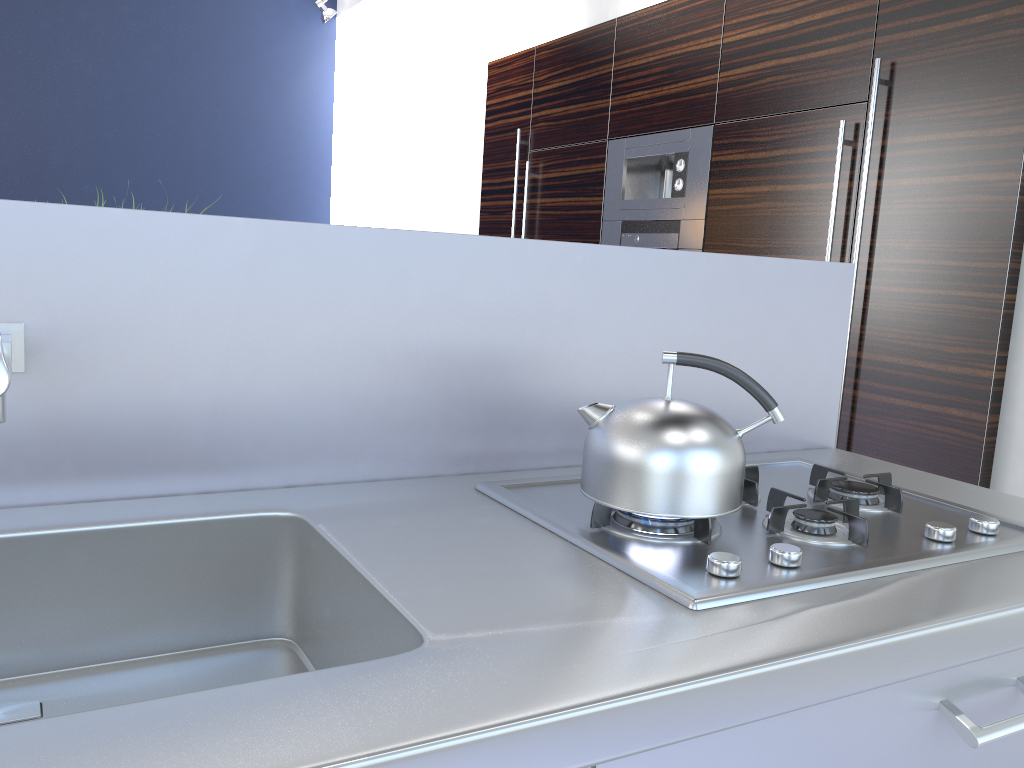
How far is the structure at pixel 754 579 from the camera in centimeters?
103cm

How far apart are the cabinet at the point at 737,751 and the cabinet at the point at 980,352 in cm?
192

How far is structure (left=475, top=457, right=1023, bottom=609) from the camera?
1.0 meters

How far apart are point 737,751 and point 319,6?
7.0 meters

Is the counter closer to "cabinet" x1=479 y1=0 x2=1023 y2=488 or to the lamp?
"cabinet" x1=479 y1=0 x2=1023 y2=488

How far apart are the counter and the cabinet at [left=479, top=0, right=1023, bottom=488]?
1.2m

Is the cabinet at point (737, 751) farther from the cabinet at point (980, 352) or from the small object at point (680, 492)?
the cabinet at point (980, 352)

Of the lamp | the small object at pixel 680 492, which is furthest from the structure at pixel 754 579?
the lamp

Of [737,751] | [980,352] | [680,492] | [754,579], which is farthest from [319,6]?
[737,751]

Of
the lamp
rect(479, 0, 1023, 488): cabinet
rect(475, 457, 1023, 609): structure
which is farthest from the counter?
the lamp
